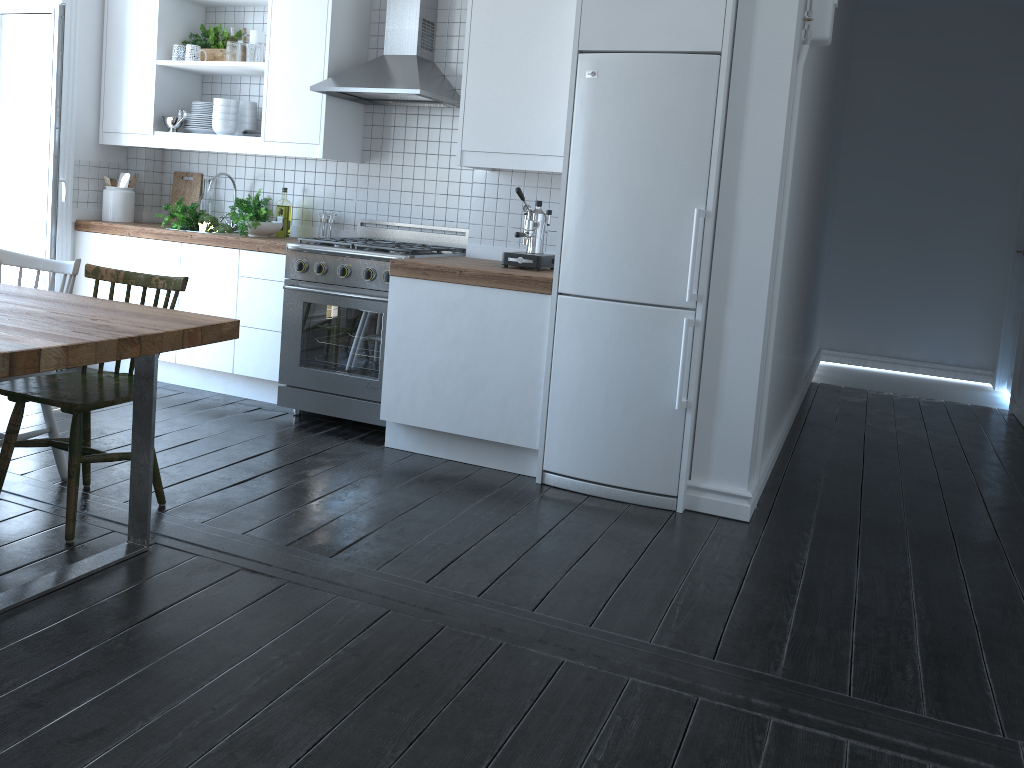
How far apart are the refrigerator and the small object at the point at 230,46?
2.2 meters

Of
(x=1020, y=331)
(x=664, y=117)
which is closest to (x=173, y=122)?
(x=664, y=117)

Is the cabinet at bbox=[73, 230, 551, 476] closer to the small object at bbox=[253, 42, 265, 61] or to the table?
the small object at bbox=[253, 42, 265, 61]

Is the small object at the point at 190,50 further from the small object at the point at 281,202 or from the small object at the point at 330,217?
the small object at the point at 330,217

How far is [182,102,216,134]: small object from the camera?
4.9 meters

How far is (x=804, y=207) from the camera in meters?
4.6

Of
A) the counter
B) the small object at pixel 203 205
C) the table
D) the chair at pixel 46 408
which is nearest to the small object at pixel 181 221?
the counter

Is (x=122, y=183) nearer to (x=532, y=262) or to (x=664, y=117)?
(x=532, y=262)

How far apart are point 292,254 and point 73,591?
2.2m

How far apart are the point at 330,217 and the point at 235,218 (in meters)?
0.51
